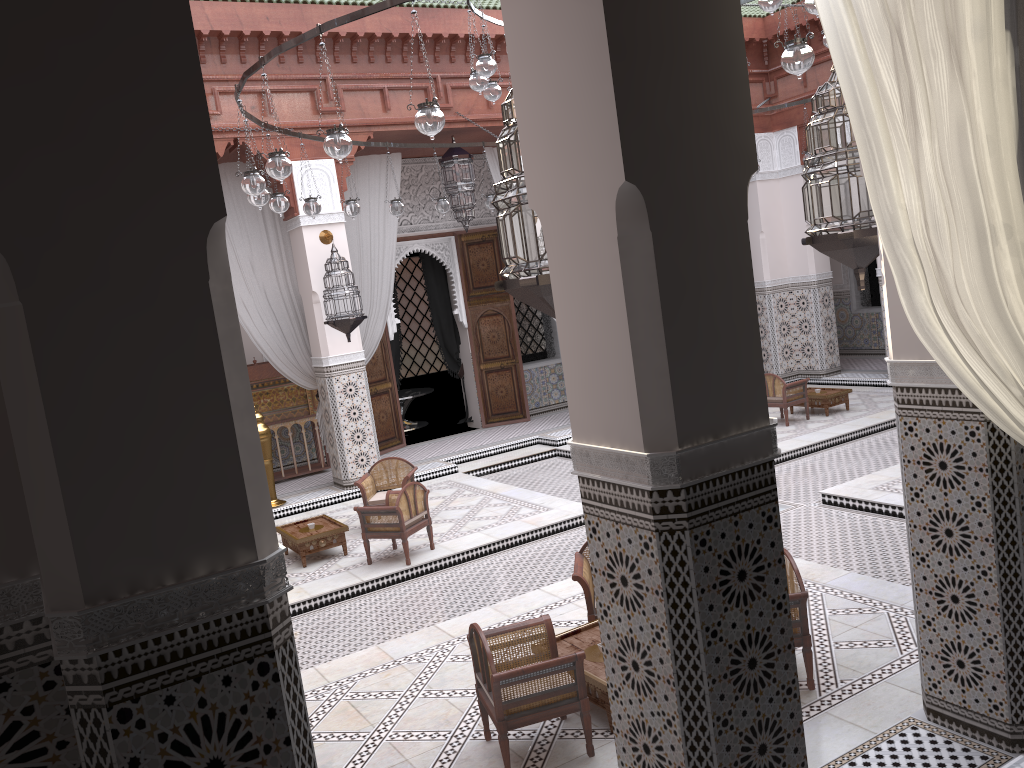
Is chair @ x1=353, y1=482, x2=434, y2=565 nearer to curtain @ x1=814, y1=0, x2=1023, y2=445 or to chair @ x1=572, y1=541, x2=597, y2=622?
chair @ x1=572, y1=541, x2=597, y2=622

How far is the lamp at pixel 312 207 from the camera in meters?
3.8 m

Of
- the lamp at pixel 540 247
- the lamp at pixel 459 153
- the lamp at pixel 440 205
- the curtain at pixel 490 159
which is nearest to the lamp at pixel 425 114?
the lamp at pixel 540 247

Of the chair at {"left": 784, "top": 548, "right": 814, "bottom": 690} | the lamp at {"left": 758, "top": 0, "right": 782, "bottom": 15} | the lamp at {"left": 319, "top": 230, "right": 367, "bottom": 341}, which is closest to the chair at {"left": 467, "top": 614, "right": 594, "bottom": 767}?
the chair at {"left": 784, "top": 548, "right": 814, "bottom": 690}

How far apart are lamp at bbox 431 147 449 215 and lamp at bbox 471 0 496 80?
1.3m

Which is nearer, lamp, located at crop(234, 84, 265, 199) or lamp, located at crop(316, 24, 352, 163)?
lamp, located at crop(316, 24, 352, 163)

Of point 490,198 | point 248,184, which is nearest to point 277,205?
point 248,184

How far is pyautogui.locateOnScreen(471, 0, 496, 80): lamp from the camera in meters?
3.2

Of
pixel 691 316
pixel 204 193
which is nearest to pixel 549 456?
pixel 691 316

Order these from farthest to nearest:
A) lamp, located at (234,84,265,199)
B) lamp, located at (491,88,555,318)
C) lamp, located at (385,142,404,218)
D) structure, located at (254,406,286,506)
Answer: structure, located at (254,406,286,506), lamp, located at (385,142,404,218), lamp, located at (234,84,265,199), lamp, located at (491,88,555,318)
